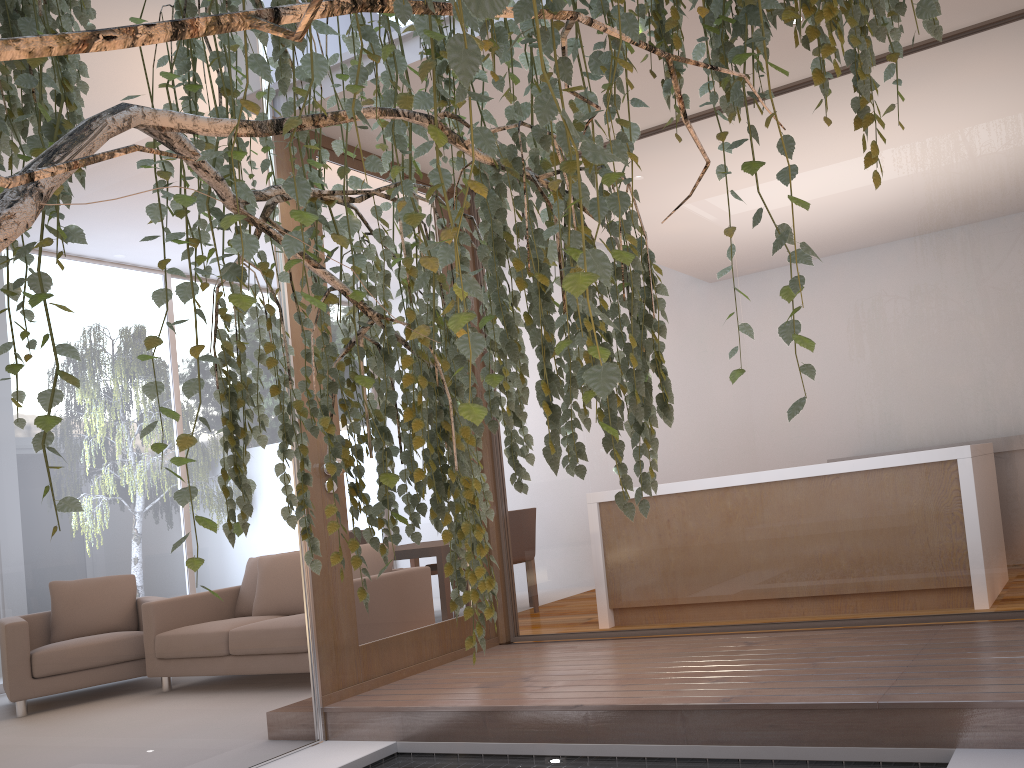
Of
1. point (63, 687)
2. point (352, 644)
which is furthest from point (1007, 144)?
point (63, 687)

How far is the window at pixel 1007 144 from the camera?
3.2 meters

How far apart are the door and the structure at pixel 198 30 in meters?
2.2

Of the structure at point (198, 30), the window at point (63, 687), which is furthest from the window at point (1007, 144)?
the structure at point (198, 30)

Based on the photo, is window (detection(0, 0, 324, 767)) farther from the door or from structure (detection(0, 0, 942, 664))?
structure (detection(0, 0, 942, 664))

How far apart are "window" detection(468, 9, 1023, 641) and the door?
0.3m

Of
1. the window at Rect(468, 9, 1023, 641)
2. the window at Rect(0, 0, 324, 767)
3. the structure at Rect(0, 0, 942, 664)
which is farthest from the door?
the structure at Rect(0, 0, 942, 664)

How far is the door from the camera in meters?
3.8 m

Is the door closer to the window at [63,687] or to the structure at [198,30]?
the window at [63,687]

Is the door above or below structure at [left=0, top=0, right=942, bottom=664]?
below
